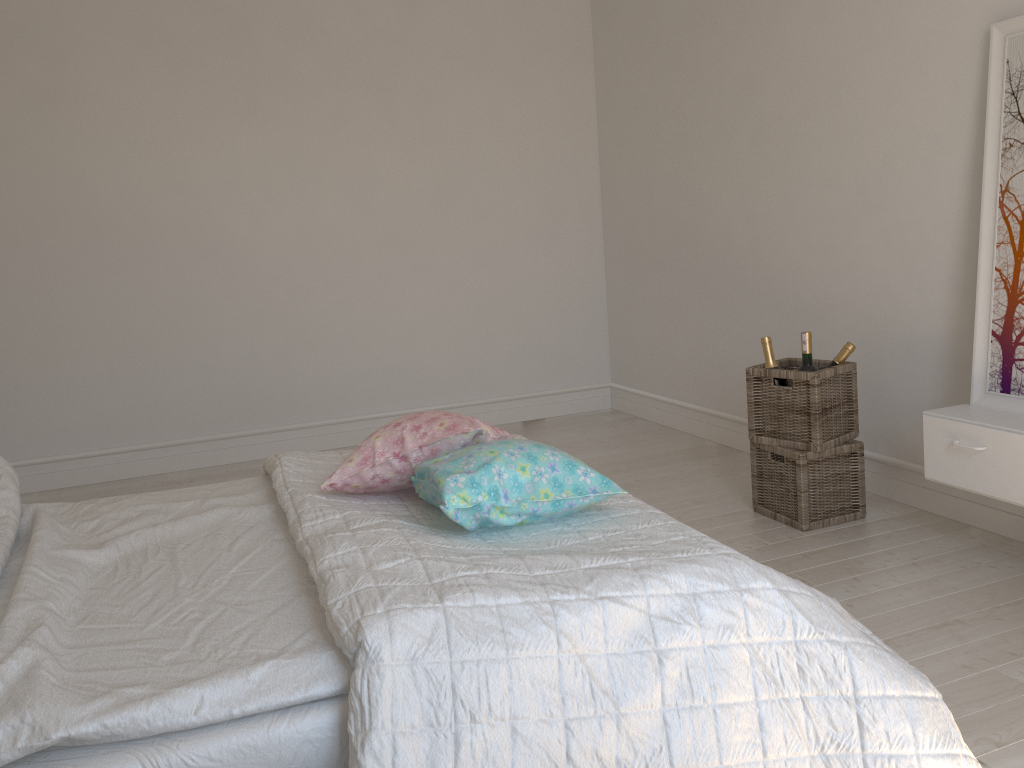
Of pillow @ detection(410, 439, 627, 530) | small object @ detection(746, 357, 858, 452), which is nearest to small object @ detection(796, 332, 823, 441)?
small object @ detection(746, 357, 858, 452)

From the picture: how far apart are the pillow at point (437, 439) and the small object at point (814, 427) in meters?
1.3 m

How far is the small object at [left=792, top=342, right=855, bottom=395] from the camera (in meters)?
3.07

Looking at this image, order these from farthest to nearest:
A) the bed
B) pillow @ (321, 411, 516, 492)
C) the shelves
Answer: the shelves → pillow @ (321, 411, 516, 492) → the bed

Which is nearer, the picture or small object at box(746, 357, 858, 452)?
the picture

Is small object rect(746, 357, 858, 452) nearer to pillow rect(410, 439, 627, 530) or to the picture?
the picture

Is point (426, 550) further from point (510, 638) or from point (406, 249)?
point (406, 249)

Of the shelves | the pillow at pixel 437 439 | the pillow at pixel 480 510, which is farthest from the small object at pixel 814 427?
the pillow at pixel 480 510

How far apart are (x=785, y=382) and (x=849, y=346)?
0.25m

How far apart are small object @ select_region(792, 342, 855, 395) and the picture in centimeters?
43cm
